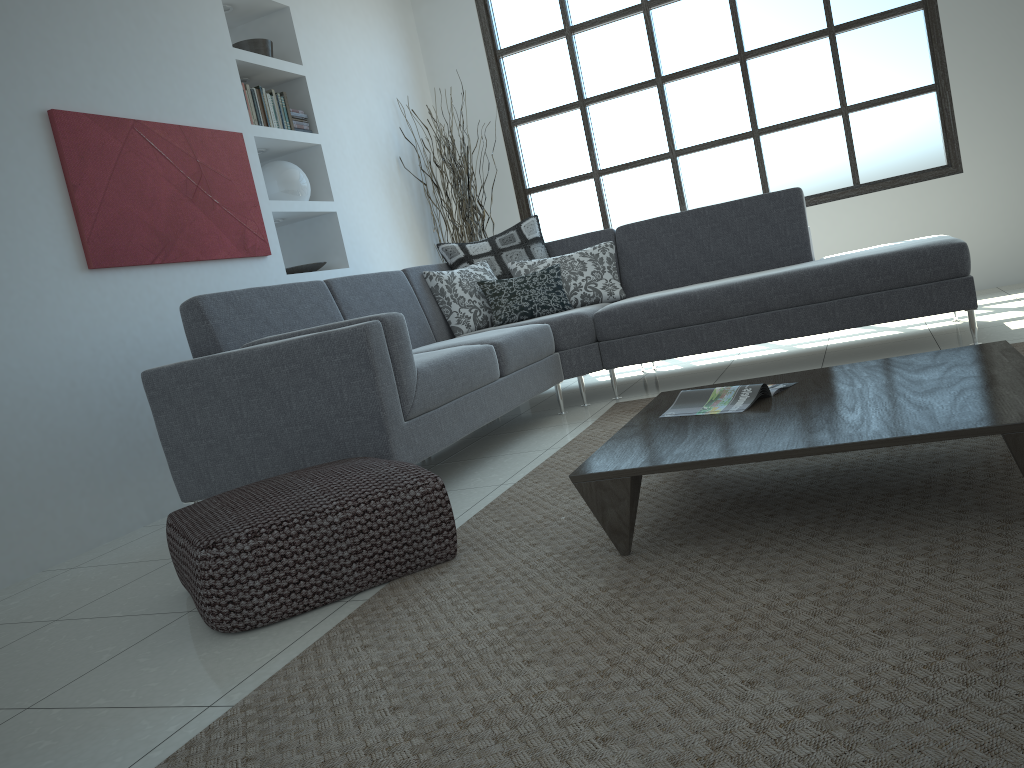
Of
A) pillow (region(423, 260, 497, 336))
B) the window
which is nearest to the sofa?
pillow (region(423, 260, 497, 336))

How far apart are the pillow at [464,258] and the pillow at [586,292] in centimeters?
3cm

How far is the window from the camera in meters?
5.9

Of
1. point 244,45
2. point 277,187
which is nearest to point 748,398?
point 277,187

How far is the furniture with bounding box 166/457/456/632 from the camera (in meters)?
2.06

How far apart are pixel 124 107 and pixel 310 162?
1.6 meters

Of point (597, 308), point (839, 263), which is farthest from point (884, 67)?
point (597, 308)

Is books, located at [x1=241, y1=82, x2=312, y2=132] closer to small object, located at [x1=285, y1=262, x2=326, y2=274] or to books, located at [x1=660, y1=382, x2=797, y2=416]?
small object, located at [x1=285, y1=262, x2=326, y2=274]

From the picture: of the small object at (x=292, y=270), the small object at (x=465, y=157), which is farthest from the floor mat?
the small object at (x=465, y=157)

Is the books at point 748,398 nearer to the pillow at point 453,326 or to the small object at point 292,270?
the pillow at point 453,326
